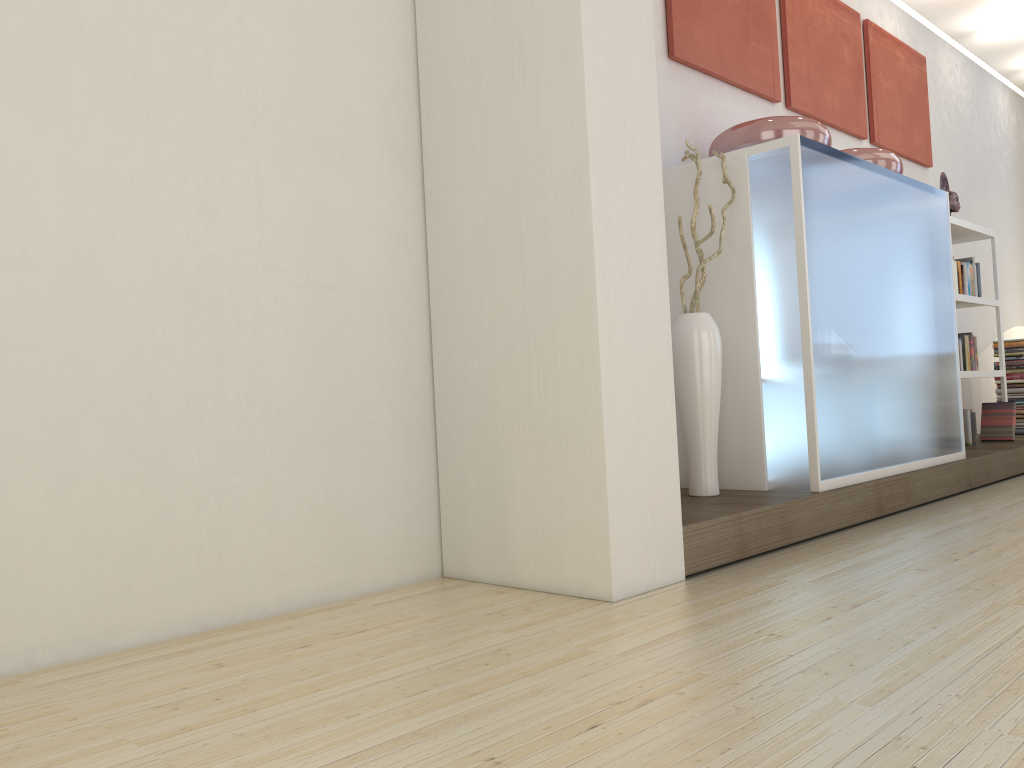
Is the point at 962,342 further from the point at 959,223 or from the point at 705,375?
the point at 705,375

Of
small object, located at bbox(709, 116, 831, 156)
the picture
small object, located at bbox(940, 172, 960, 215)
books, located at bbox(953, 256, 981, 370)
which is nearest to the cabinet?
small object, located at bbox(709, 116, 831, 156)

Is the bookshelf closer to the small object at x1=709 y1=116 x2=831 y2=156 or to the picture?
the picture

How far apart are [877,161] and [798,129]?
0.8 meters

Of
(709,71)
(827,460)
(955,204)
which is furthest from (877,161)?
(955,204)

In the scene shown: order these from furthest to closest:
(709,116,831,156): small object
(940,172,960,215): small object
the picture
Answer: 1. (940,172,960,215): small object
2. the picture
3. (709,116,831,156): small object

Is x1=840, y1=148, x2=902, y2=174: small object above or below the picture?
below

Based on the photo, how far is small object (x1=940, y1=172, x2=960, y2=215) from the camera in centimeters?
583cm

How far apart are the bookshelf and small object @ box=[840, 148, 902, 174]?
1.19m

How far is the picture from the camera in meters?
4.2
